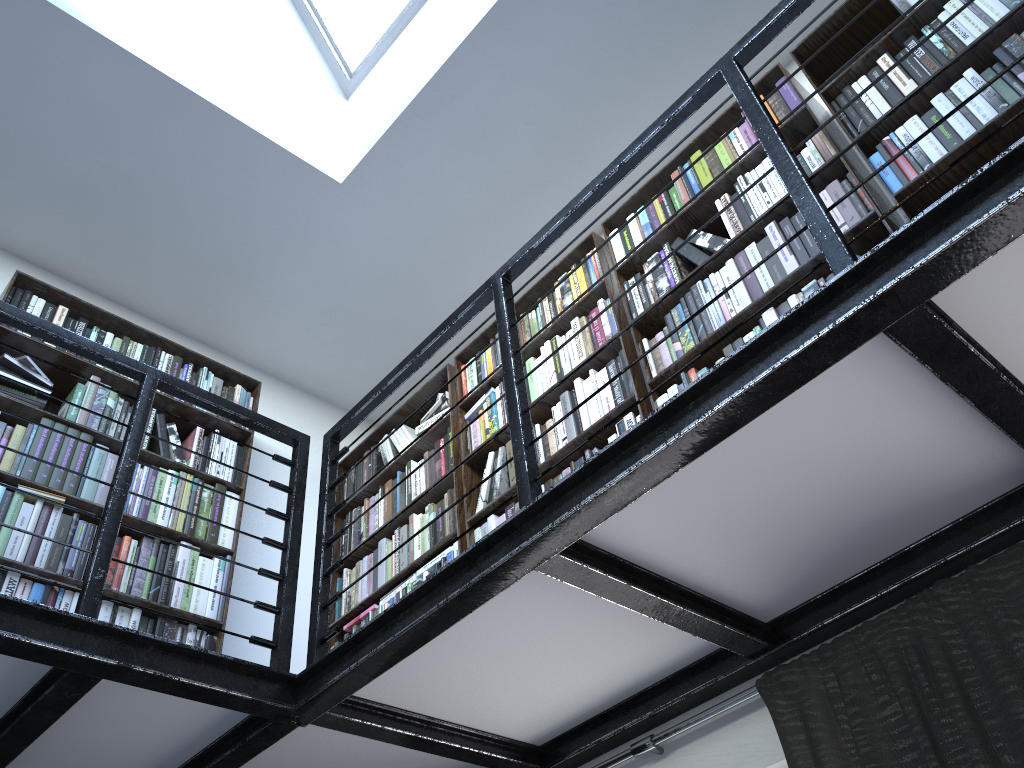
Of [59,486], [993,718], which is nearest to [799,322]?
[993,718]

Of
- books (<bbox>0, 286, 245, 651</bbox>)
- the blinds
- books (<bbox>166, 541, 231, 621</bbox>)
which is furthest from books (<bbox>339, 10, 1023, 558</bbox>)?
the blinds

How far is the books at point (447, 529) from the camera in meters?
3.4 m

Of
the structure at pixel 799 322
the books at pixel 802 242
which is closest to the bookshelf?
the books at pixel 802 242

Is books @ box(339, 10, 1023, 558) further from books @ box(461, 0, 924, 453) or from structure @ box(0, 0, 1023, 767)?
structure @ box(0, 0, 1023, 767)

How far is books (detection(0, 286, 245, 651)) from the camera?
2.7 meters

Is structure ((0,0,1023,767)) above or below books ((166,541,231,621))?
below

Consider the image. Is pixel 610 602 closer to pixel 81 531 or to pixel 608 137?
pixel 81 531

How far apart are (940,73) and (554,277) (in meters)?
2.08

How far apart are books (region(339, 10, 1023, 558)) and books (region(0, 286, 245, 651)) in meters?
0.6
